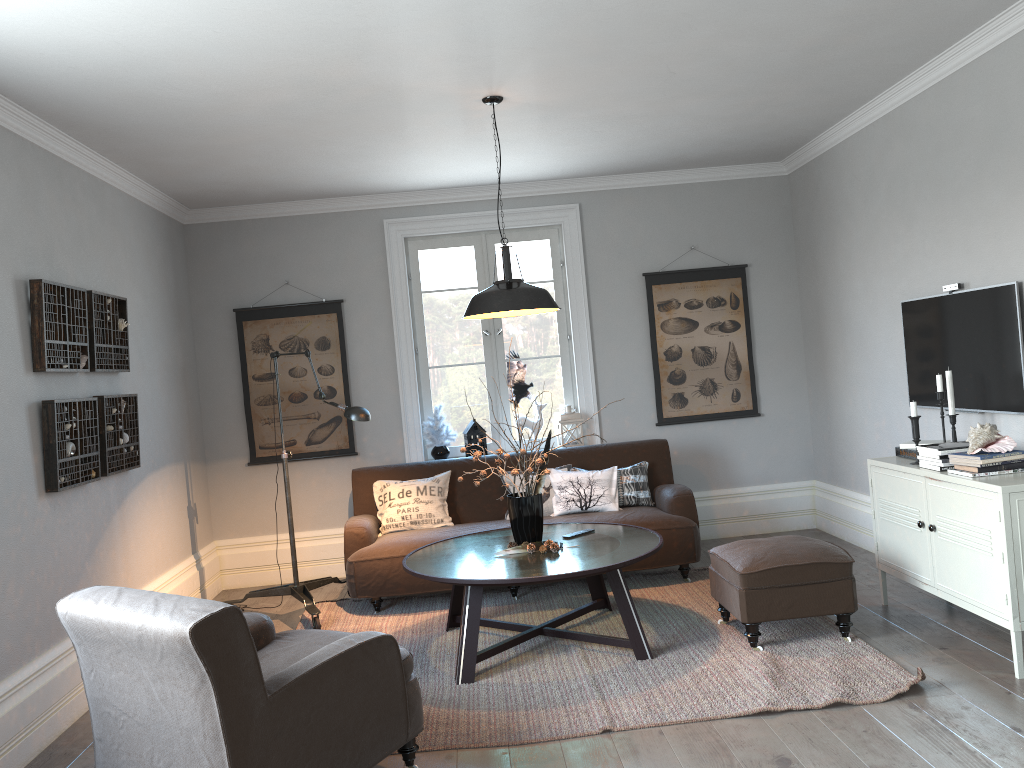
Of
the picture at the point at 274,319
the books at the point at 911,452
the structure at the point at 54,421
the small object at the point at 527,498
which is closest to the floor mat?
the small object at the point at 527,498

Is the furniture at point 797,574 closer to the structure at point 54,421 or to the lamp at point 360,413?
the lamp at point 360,413

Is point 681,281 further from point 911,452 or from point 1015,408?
point 1015,408

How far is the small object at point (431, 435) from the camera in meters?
6.3 m

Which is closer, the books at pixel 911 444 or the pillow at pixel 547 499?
the books at pixel 911 444

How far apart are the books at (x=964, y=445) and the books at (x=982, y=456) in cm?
20

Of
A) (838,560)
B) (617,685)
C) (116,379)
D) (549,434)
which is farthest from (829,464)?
(116,379)

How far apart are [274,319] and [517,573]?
3.3m

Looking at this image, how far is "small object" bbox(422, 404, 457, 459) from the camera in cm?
634

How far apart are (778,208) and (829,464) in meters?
1.9
